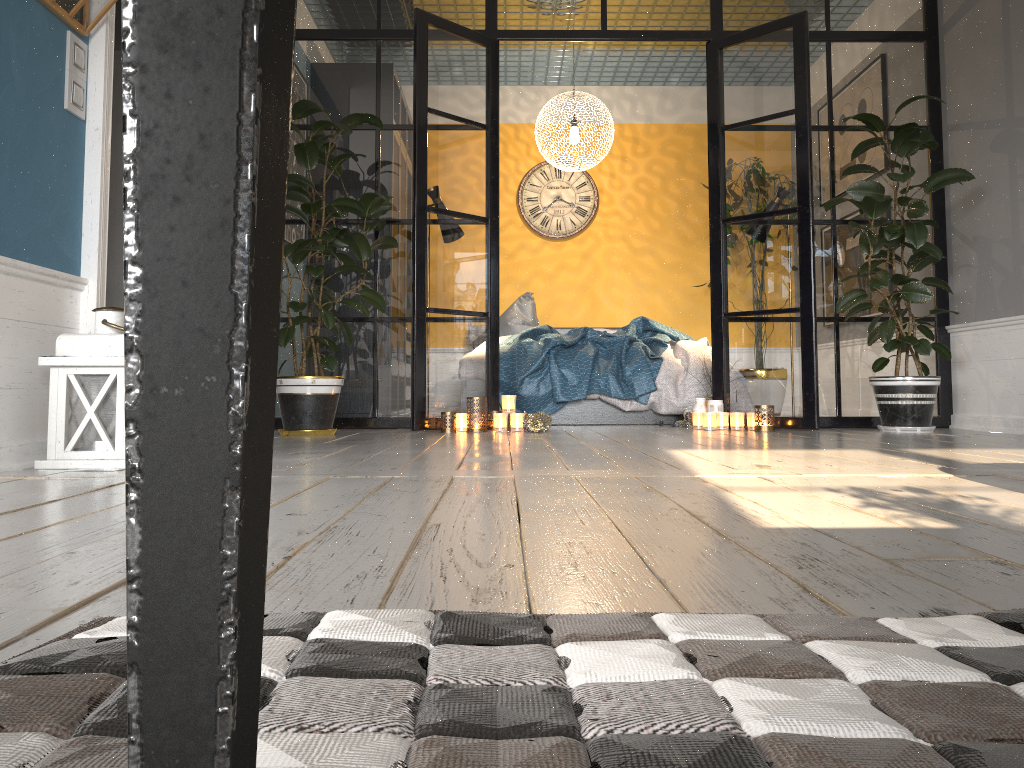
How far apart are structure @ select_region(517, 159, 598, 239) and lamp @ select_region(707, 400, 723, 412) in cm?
317

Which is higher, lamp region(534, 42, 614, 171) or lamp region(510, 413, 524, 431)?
lamp region(534, 42, 614, 171)

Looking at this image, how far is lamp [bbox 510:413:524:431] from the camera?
4.8 meters

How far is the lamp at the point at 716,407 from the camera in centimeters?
502cm

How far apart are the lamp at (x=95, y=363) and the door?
2.95m

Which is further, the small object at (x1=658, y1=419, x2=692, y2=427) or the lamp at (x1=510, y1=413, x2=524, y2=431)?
the small object at (x1=658, y1=419, x2=692, y2=427)

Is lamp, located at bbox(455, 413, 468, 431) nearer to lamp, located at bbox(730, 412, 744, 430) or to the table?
lamp, located at bbox(730, 412, 744, 430)

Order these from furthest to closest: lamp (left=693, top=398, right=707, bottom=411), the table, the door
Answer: the door → lamp (left=693, top=398, right=707, bottom=411) → the table

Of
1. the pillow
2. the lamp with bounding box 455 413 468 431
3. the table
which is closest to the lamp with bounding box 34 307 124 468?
the lamp with bounding box 455 413 468 431

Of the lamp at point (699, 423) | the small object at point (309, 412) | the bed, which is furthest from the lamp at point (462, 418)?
the lamp at point (699, 423)
